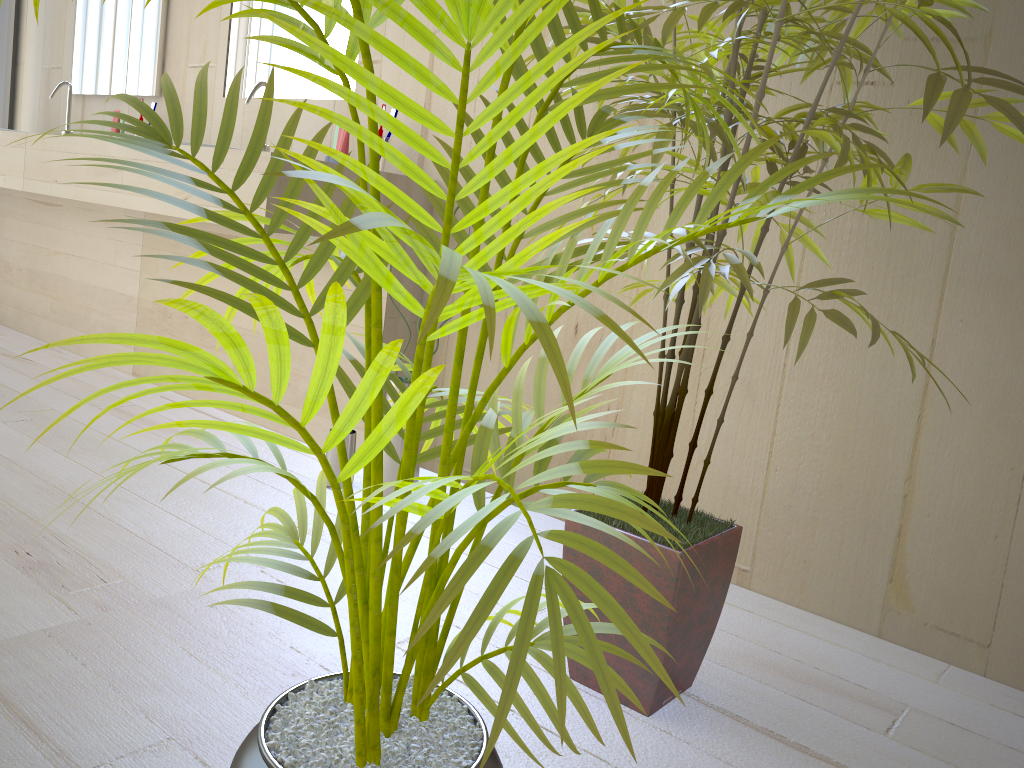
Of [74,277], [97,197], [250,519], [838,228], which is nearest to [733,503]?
[838,228]

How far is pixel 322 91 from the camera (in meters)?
2.61

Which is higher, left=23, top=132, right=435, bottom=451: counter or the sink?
the sink

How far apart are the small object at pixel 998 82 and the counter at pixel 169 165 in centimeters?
89cm

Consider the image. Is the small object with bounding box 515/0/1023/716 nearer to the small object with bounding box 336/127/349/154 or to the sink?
the small object with bounding box 336/127/349/154

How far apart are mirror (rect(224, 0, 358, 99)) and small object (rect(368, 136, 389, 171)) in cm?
36

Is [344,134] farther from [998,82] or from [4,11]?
[4,11]

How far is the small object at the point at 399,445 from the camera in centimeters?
209cm

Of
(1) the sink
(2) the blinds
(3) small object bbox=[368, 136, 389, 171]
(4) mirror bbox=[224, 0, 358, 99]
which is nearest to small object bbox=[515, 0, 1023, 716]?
(3) small object bbox=[368, 136, 389, 171]

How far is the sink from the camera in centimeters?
249cm
